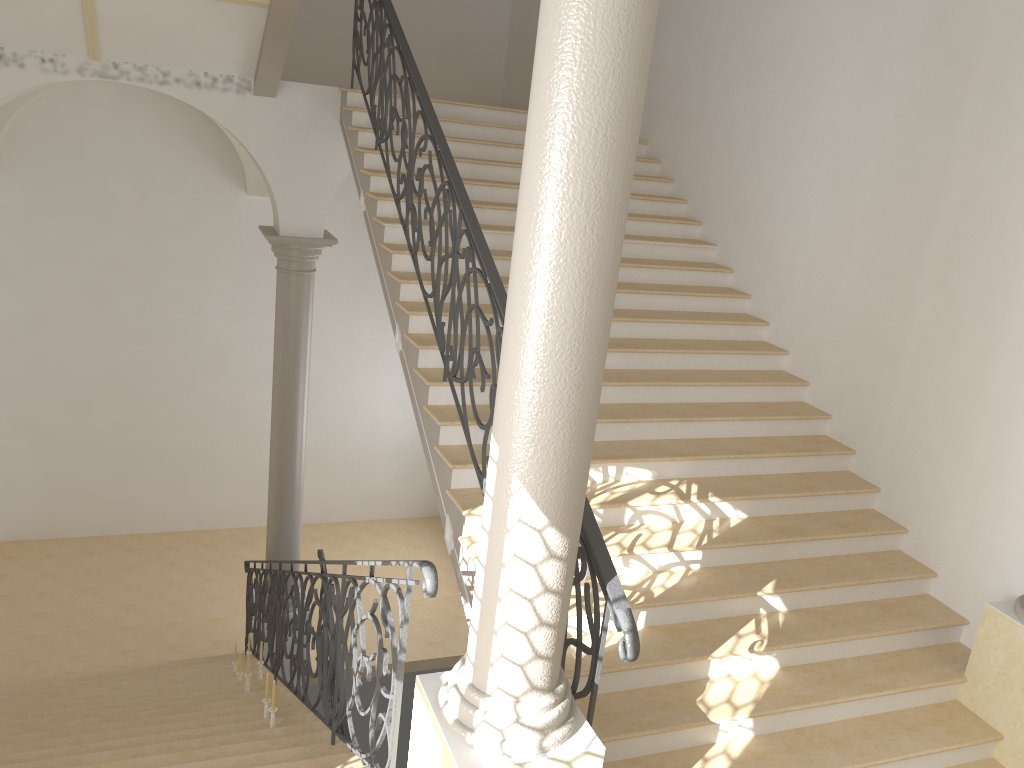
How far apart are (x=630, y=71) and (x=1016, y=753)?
4.3m

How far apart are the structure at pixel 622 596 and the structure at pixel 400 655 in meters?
0.7 m

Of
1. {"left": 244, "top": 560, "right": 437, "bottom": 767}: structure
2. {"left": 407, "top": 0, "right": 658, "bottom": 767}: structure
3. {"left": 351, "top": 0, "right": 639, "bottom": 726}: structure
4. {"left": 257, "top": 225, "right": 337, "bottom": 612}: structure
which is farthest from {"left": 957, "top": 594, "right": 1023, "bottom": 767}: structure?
{"left": 257, "top": 225, "right": 337, "bottom": 612}: structure

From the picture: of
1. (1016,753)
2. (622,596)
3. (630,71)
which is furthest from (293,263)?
(1016,753)

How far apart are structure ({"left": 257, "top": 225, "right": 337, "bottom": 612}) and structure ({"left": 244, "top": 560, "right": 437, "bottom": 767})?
0.26m

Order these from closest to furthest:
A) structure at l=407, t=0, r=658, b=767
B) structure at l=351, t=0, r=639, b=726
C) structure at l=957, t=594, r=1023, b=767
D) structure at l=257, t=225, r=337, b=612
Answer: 1. structure at l=407, t=0, r=658, b=767
2. structure at l=351, t=0, r=639, b=726
3. structure at l=957, t=594, r=1023, b=767
4. structure at l=257, t=225, r=337, b=612

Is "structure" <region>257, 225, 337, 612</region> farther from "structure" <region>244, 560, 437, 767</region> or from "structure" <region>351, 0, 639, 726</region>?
"structure" <region>351, 0, 639, 726</region>

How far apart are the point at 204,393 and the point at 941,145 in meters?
10.0 m

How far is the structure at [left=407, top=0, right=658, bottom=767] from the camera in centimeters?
276cm

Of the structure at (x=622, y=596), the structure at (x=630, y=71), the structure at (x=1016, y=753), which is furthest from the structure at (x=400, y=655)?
the structure at (x=1016, y=753)
